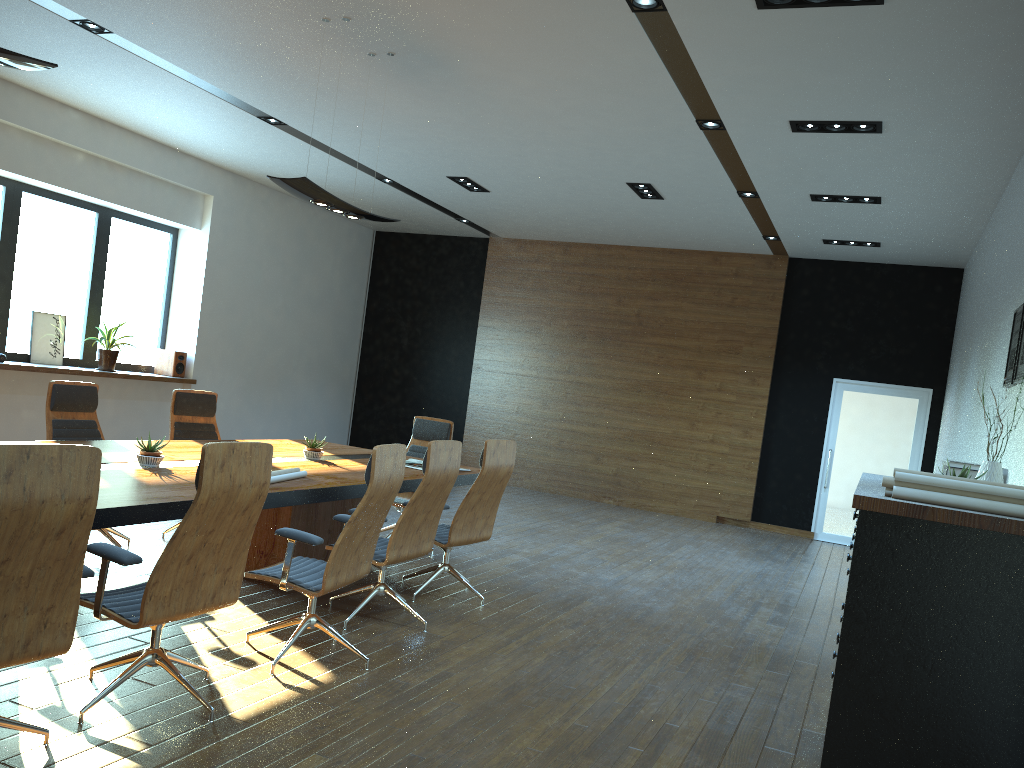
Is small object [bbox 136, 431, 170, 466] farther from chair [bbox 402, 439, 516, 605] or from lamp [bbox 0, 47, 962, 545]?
lamp [bbox 0, 47, 962, 545]

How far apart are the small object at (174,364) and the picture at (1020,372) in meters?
9.2

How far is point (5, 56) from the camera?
3.7m

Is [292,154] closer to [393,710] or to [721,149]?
[721,149]

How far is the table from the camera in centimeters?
373cm

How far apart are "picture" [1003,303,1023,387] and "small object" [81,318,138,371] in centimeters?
884cm

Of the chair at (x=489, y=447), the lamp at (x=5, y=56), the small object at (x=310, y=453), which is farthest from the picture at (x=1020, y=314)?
the lamp at (x=5, y=56)

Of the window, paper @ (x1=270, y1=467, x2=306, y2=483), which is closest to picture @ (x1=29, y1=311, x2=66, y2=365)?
the window

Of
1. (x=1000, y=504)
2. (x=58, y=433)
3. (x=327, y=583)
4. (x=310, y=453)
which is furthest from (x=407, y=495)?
(x=1000, y=504)

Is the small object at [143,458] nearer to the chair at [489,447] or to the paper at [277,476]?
the paper at [277,476]
